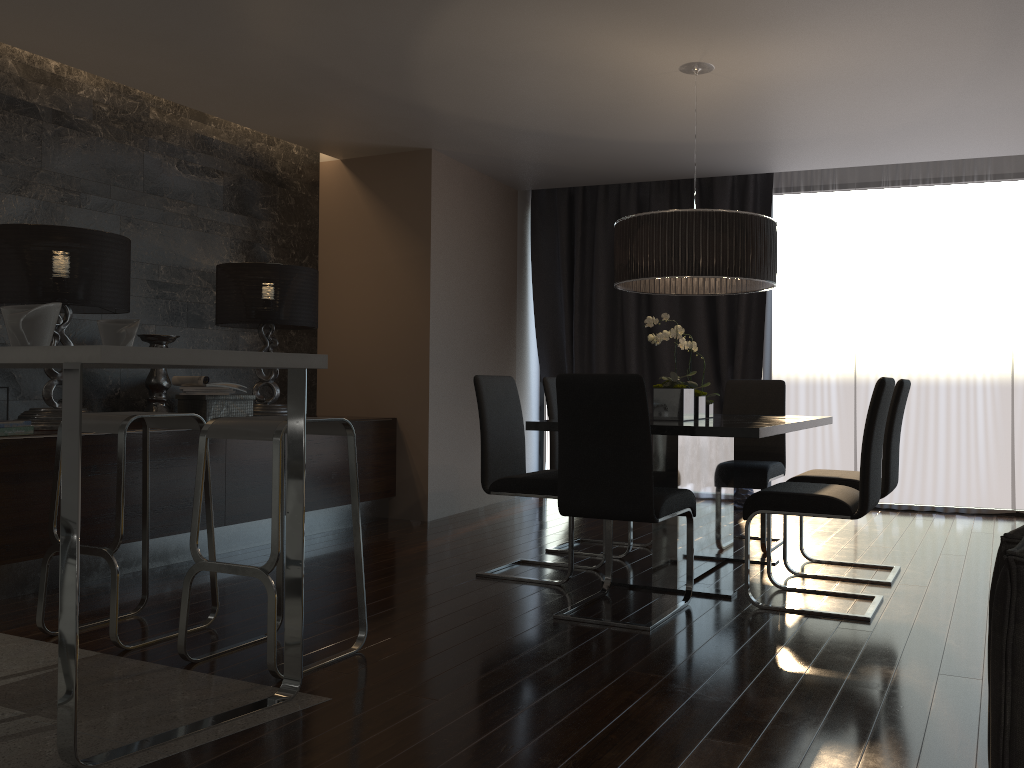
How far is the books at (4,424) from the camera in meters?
3.8 m

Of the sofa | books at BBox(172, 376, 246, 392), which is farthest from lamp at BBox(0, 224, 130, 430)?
the sofa

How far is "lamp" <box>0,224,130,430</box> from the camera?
4.15m

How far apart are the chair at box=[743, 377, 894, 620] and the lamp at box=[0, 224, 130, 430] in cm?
315

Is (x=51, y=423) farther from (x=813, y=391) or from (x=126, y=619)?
(x=813, y=391)

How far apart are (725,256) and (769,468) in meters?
1.4 m

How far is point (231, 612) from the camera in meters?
3.6

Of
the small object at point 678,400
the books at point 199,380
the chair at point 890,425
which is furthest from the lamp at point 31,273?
the chair at point 890,425

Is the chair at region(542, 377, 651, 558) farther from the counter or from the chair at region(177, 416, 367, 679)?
the counter

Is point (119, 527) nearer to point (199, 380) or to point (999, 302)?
point (199, 380)
